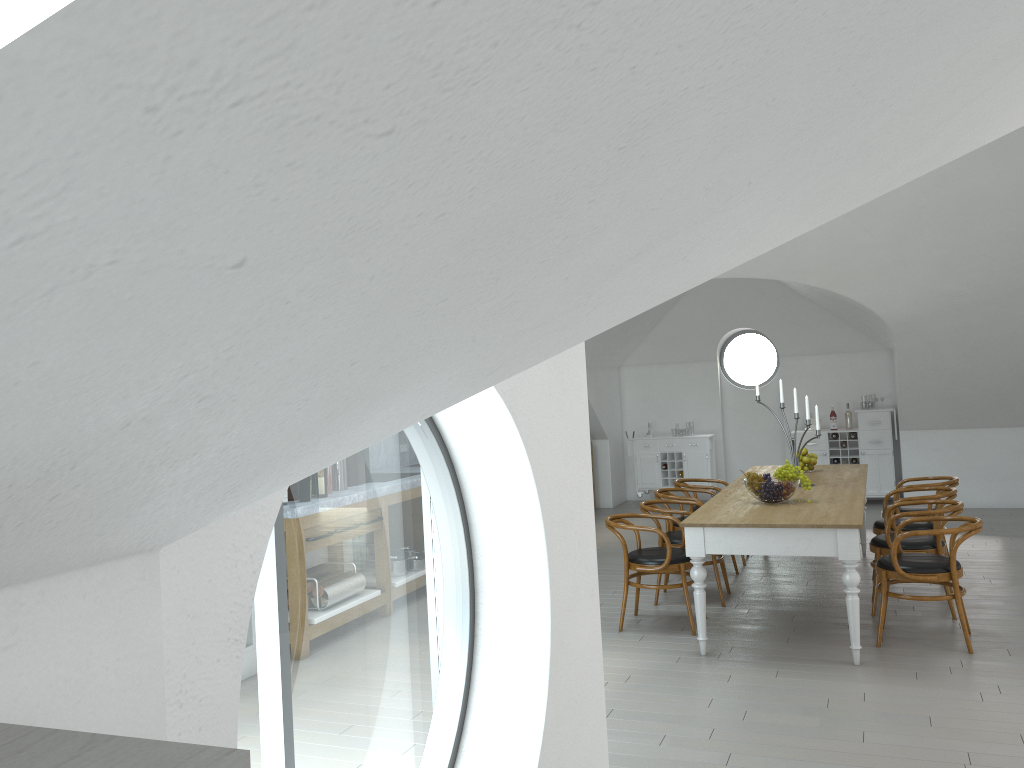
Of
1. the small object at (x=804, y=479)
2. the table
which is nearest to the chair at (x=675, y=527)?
the table

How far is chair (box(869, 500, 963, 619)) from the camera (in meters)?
5.84

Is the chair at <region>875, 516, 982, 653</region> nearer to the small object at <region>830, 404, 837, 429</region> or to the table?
the table

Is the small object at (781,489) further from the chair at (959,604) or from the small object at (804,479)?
the chair at (959,604)

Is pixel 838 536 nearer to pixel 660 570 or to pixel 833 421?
pixel 660 570

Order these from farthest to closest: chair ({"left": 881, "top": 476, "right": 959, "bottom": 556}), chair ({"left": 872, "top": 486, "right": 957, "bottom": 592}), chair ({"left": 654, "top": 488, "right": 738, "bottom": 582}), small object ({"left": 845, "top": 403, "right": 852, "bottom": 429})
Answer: small object ({"left": 845, "top": 403, "right": 852, "bottom": 429}), chair ({"left": 654, "top": 488, "right": 738, "bottom": 582}), chair ({"left": 881, "top": 476, "right": 959, "bottom": 556}), chair ({"left": 872, "top": 486, "right": 957, "bottom": 592})

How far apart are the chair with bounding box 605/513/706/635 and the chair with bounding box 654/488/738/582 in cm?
105

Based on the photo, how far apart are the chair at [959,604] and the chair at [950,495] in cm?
94

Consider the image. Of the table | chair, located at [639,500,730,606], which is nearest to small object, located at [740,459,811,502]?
the table

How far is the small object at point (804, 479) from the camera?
5.8m
